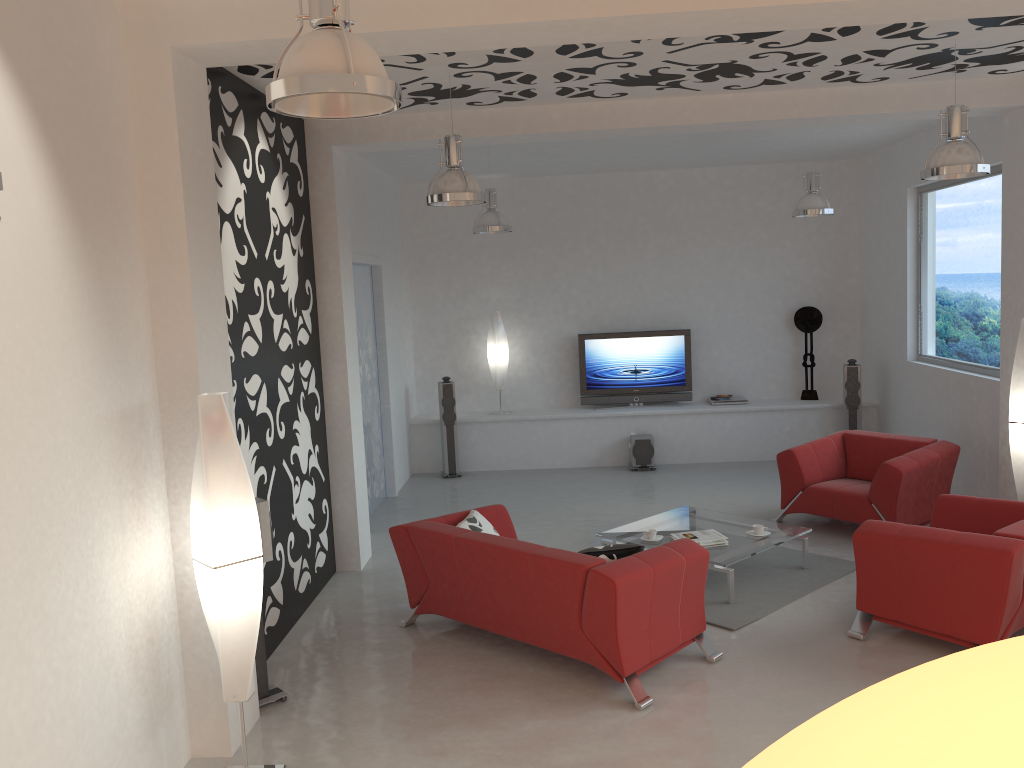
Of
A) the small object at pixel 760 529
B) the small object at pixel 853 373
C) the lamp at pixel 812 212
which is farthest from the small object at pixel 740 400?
the small object at pixel 760 529

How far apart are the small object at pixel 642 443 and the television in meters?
0.7

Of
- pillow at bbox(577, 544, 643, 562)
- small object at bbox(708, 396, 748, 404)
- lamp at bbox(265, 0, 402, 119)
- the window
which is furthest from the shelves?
lamp at bbox(265, 0, 402, 119)

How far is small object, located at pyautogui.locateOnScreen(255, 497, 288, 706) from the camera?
4.7 meters

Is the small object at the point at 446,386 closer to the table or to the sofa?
the table

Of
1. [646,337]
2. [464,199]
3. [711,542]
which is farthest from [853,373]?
[464,199]

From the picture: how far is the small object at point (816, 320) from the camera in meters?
10.6

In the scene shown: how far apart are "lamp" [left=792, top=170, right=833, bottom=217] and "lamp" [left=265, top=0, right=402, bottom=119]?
6.35m

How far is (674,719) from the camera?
4.41m

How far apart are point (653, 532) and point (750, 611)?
0.95m
